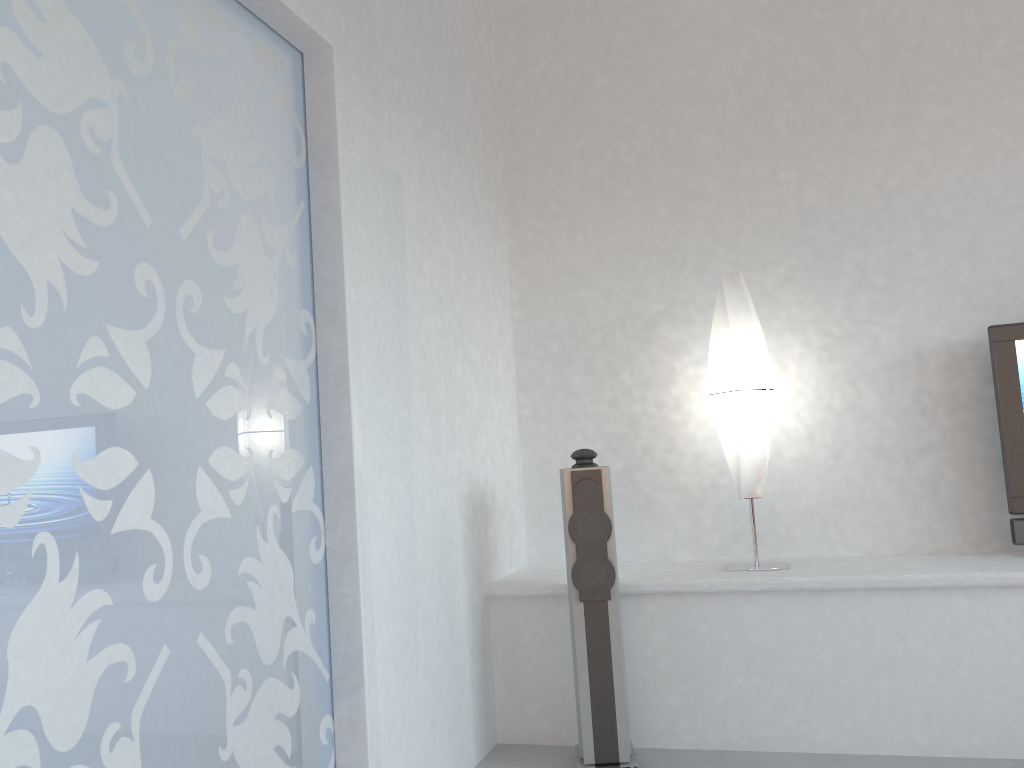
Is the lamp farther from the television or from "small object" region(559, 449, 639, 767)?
the television

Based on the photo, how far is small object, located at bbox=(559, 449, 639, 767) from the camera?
3.2m

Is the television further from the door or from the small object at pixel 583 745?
the door

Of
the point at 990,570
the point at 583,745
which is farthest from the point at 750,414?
the point at 583,745

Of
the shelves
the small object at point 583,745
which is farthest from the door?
the shelves

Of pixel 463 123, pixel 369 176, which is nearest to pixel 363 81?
pixel 369 176

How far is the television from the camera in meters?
3.5

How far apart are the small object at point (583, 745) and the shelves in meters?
0.3

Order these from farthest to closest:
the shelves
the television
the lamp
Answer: the lamp
the television
the shelves

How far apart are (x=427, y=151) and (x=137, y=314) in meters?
1.8
